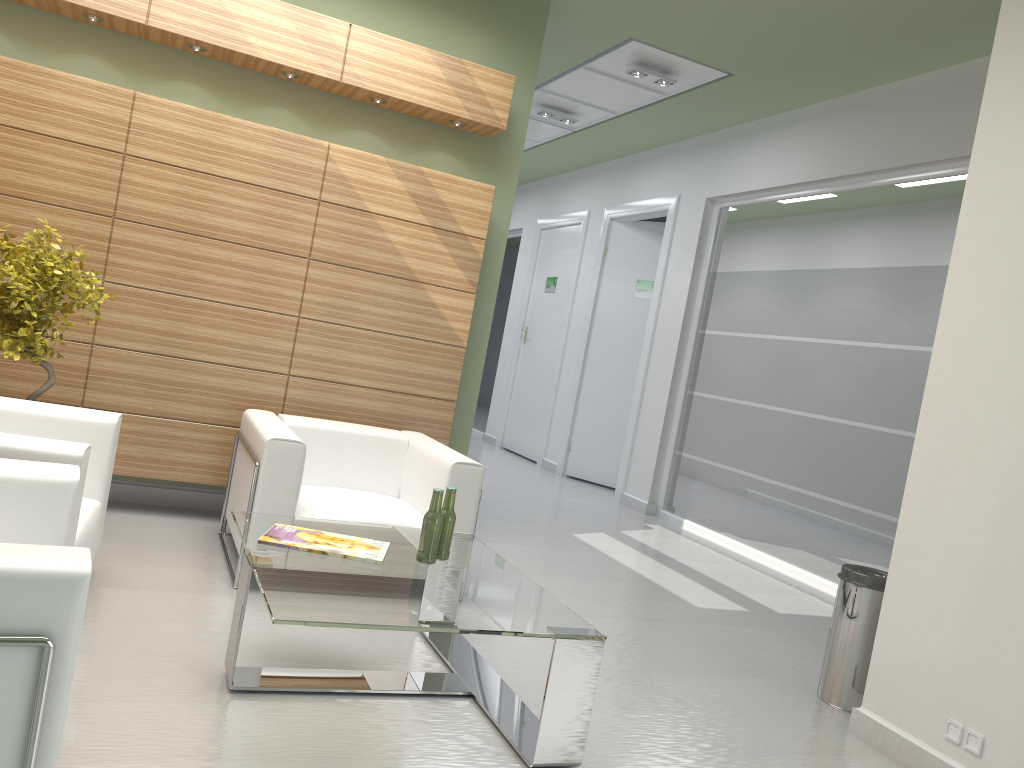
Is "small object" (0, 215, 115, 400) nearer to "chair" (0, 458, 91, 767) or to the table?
the table

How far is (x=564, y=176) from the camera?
19.7 meters

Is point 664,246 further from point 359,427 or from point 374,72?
point 359,427

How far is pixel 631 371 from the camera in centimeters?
1677cm

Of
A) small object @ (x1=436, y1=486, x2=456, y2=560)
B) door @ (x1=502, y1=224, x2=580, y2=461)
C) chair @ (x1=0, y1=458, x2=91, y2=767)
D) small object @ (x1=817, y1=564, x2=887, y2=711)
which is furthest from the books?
door @ (x1=502, y1=224, x2=580, y2=461)

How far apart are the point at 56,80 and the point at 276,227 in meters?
2.2

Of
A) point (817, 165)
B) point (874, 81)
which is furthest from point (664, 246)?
point (874, 81)

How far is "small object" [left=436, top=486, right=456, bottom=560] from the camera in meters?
5.7

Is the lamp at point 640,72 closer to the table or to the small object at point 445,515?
the table

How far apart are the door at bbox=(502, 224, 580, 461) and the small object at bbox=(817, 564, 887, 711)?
12.1m
